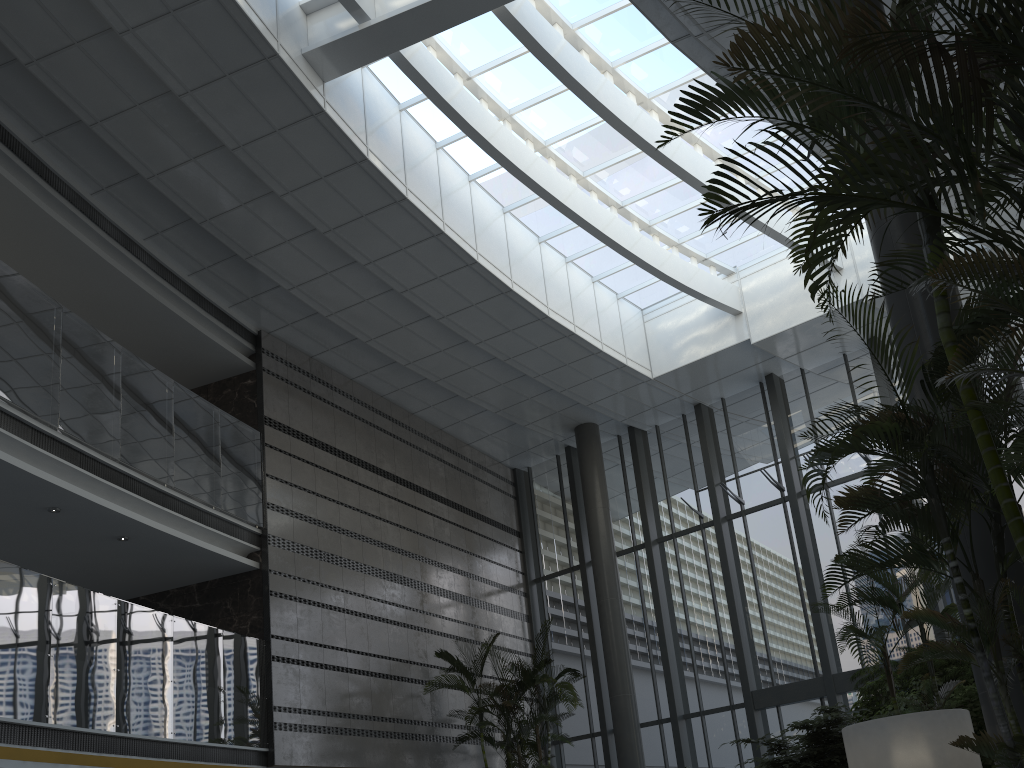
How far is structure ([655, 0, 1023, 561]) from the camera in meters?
2.8

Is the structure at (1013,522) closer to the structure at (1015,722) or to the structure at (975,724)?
the structure at (1015,722)

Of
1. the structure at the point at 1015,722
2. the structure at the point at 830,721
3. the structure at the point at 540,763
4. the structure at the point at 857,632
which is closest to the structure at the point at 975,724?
the structure at the point at 857,632

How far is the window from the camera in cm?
1232

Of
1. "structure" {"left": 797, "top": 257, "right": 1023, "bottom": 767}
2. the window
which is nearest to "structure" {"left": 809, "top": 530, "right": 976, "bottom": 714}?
"structure" {"left": 797, "top": 257, "right": 1023, "bottom": 767}

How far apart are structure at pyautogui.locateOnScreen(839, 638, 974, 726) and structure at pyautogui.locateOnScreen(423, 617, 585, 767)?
3.9 meters

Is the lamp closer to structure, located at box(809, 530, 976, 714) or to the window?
structure, located at box(809, 530, 976, 714)

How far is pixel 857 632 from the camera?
6.4 meters

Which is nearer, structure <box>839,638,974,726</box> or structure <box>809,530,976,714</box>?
structure <box>809,530,976,714</box>

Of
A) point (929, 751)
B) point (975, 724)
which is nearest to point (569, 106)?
point (975, 724)
